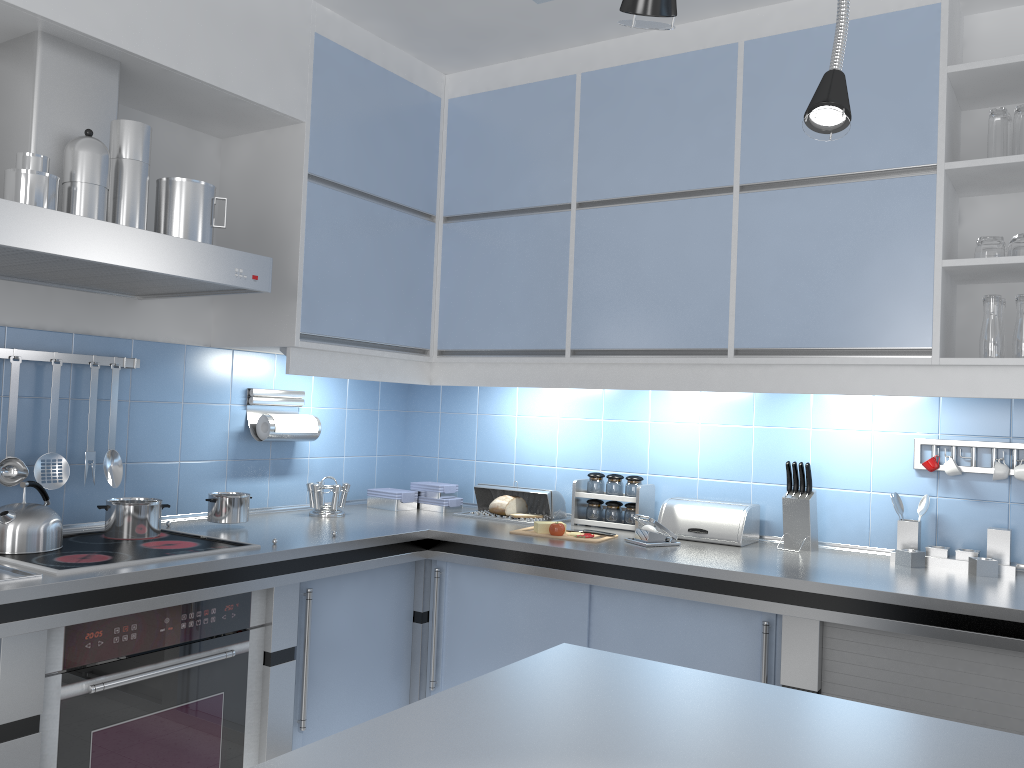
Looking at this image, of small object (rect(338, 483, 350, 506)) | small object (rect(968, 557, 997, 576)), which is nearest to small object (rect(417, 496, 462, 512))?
small object (rect(338, 483, 350, 506))

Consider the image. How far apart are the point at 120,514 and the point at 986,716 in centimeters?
238cm

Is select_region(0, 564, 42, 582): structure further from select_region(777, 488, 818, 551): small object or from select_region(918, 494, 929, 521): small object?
select_region(918, 494, 929, 521): small object

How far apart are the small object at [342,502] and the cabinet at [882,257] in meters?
0.4

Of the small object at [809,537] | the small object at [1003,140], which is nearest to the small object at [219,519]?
the small object at [809,537]

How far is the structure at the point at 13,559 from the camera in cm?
216

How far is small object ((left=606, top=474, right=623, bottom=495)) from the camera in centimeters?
329cm

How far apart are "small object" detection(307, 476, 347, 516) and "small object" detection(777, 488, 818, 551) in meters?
1.6 m

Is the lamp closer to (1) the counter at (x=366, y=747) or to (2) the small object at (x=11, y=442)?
(1) the counter at (x=366, y=747)

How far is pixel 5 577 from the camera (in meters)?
2.00
